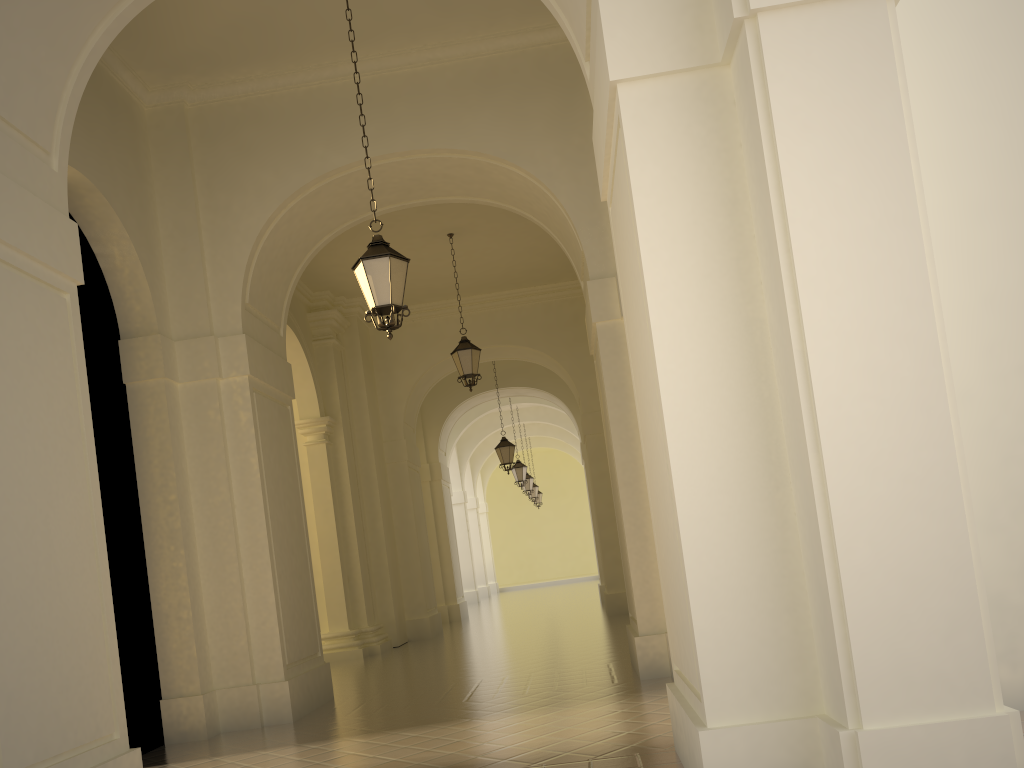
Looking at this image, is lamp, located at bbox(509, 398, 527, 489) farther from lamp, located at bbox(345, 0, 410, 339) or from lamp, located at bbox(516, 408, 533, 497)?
lamp, located at bbox(345, 0, 410, 339)

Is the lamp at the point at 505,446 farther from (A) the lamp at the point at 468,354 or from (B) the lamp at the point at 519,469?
(A) the lamp at the point at 468,354

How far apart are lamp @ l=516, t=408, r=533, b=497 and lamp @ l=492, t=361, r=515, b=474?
8.81m

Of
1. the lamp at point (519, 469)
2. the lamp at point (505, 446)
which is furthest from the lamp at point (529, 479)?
the lamp at point (505, 446)

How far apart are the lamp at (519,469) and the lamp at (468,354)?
11.3m

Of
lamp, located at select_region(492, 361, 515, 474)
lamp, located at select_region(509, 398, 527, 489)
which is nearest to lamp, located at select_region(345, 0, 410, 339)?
lamp, located at select_region(492, 361, 515, 474)

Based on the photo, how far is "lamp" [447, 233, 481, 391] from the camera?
13.92m

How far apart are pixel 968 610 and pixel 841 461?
0.8m

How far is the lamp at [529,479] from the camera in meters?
28.9

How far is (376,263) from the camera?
7.4m
